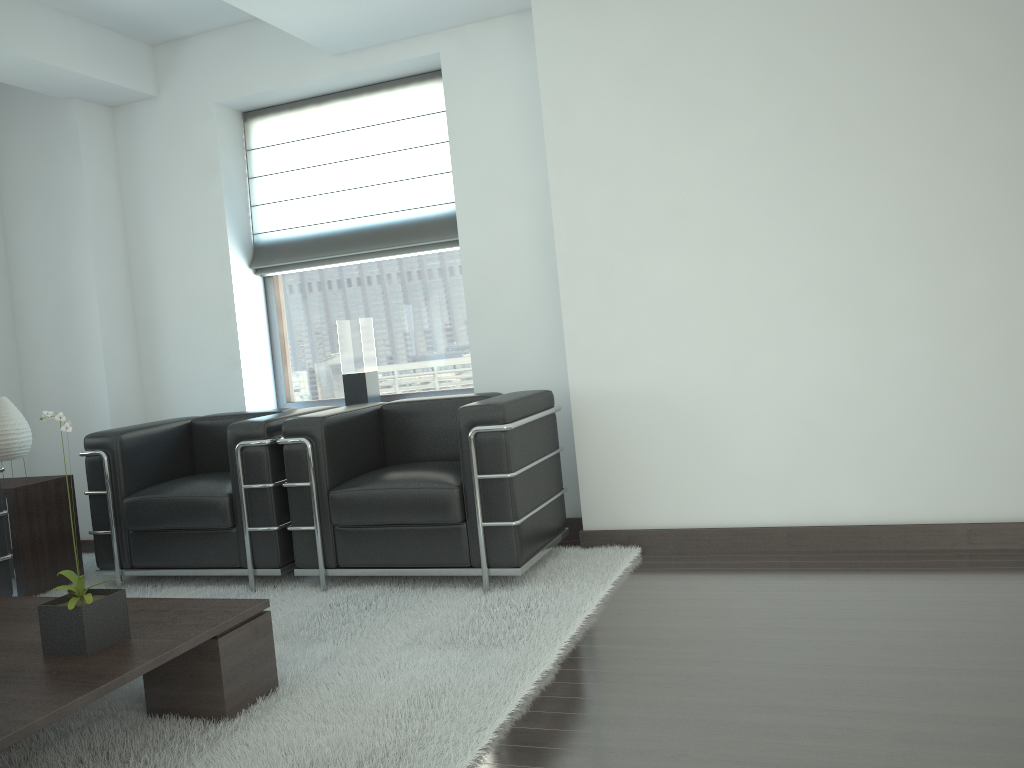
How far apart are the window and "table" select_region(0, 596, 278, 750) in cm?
349

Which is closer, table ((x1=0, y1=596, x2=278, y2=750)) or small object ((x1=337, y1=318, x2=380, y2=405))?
table ((x1=0, y1=596, x2=278, y2=750))

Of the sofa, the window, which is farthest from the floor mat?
the window

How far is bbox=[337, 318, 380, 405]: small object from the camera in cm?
731

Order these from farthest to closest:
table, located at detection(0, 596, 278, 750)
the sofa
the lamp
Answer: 1. the lamp
2. the sofa
3. table, located at detection(0, 596, 278, 750)

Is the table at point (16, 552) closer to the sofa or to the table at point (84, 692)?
the sofa

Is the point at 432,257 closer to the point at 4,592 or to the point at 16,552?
the point at 16,552

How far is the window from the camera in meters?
7.5

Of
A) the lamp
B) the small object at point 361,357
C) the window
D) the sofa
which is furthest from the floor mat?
the window

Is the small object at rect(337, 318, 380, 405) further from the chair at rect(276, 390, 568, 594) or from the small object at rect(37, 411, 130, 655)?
the small object at rect(37, 411, 130, 655)
